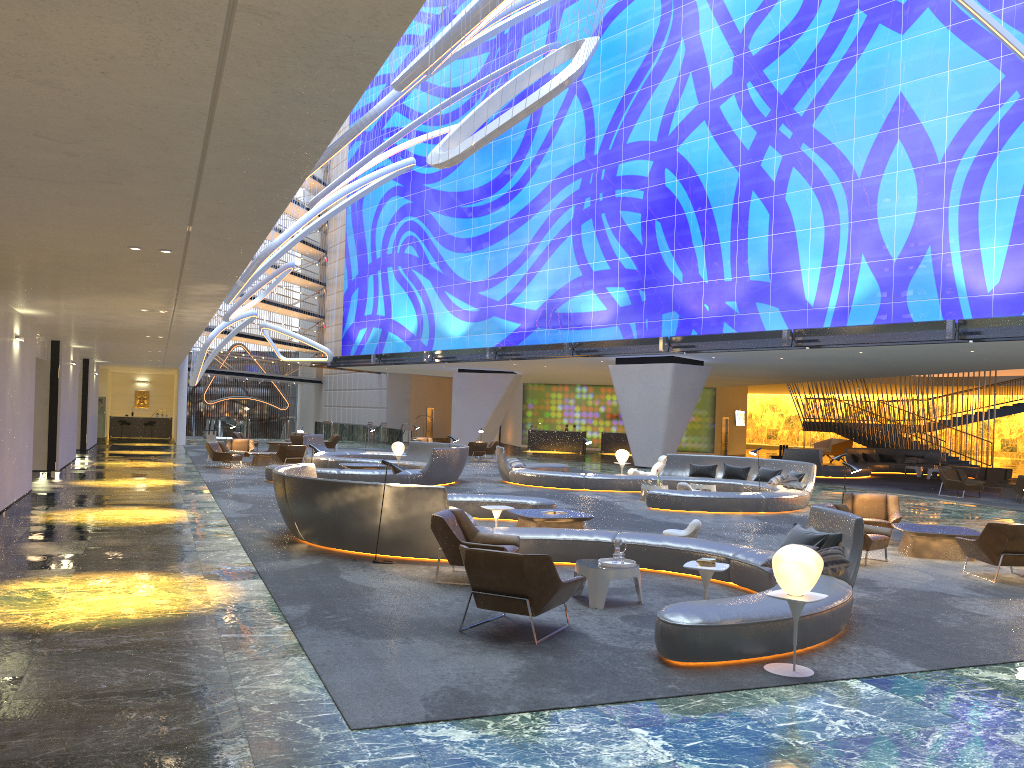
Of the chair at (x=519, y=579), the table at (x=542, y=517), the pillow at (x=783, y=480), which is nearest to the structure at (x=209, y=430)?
the pillow at (x=783, y=480)

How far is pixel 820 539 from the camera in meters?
9.2 m

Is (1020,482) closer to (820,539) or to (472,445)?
(820,539)

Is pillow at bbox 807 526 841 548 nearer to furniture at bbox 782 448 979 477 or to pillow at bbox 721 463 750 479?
pillow at bbox 721 463 750 479

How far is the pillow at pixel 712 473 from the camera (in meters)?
22.92

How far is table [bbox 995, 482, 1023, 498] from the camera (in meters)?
24.81

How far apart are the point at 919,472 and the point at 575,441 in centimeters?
1737cm

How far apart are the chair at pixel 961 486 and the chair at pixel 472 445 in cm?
1632

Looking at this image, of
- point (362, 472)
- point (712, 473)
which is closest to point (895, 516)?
point (712, 473)

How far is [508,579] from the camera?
7.4m
